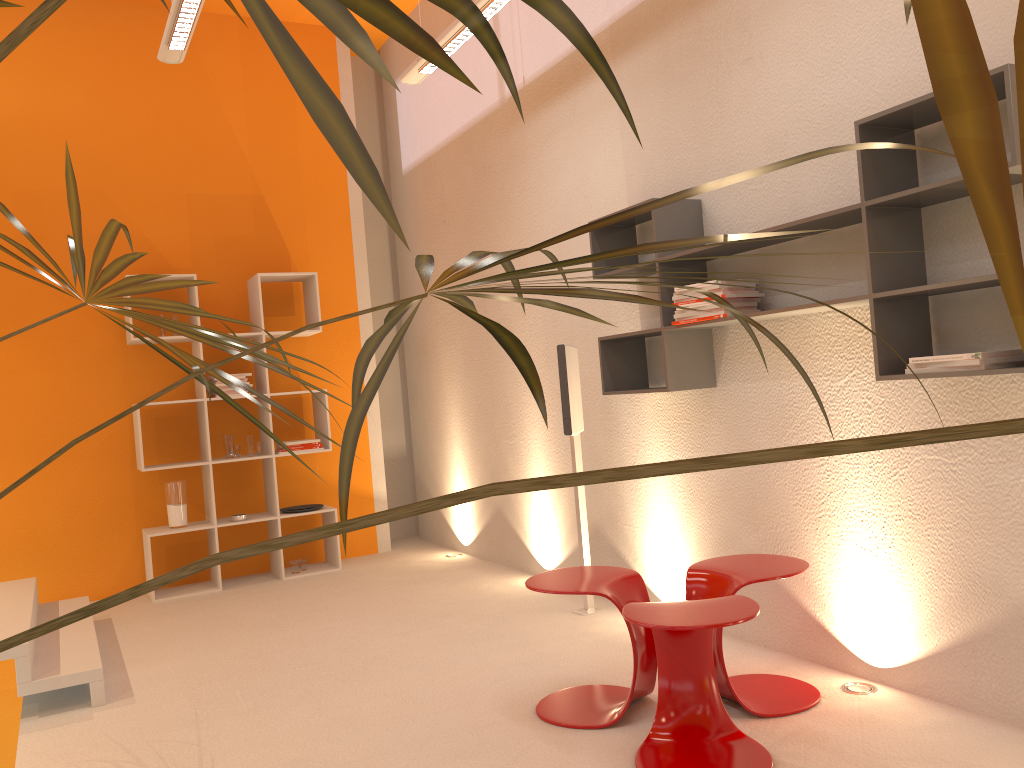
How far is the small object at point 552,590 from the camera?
2.9 meters

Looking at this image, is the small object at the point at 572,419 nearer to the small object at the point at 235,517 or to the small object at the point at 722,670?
the small object at the point at 722,670

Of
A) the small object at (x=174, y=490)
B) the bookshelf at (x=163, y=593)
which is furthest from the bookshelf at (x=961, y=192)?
the small object at (x=174, y=490)

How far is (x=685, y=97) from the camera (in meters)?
3.75

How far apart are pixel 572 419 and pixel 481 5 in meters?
1.9

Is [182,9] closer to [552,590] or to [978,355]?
[552,590]

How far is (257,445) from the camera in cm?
581

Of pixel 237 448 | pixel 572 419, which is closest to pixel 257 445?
pixel 237 448

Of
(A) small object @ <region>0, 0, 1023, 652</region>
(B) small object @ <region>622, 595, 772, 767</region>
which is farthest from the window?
(A) small object @ <region>0, 0, 1023, 652</region>

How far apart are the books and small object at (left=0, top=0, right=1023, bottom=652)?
1.36m
